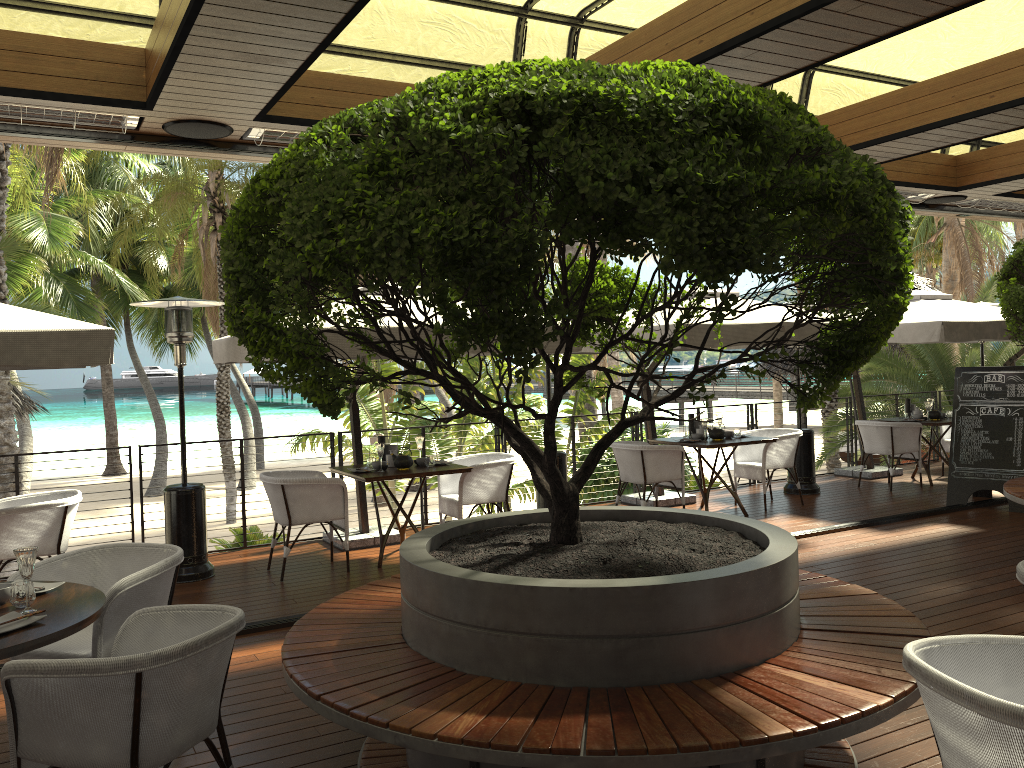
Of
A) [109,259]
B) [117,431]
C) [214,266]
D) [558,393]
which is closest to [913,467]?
[558,393]

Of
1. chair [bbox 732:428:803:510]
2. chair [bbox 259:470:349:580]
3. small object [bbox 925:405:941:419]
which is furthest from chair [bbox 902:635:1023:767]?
small object [bbox 925:405:941:419]

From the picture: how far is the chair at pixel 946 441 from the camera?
11.00m

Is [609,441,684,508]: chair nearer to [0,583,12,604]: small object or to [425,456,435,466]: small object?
[425,456,435,466]: small object

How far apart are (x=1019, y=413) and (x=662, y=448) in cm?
358

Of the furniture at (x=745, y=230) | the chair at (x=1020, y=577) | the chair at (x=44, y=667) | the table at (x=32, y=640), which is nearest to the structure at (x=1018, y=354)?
the furniture at (x=745, y=230)

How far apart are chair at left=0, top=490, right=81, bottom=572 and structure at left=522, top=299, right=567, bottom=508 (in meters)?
4.01

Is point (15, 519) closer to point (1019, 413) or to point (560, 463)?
point (560, 463)

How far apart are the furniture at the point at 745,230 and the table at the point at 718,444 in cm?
385

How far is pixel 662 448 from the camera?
8.3m
